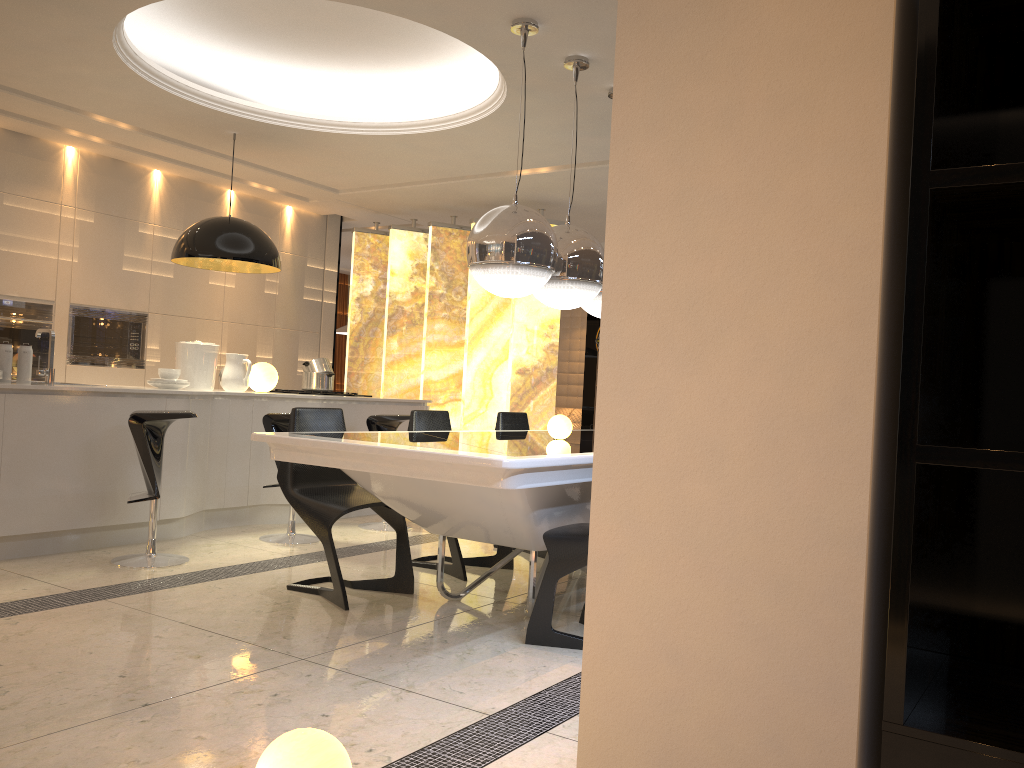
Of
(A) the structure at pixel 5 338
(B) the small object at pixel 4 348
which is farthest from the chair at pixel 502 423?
(A) the structure at pixel 5 338

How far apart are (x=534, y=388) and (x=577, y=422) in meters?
5.1 m

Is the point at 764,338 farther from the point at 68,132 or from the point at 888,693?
the point at 68,132

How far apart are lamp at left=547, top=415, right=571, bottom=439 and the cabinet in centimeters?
225cm

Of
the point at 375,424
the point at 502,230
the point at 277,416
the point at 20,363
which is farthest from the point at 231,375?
the point at 502,230

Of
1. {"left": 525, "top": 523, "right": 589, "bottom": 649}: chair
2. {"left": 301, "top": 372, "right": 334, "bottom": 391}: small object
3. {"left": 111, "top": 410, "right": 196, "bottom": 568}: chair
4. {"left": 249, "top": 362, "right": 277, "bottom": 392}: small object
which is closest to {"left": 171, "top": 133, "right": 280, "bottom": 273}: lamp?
{"left": 249, "top": 362, "right": 277, "bottom": 392}: small object

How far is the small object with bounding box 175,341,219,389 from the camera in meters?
5.9 m

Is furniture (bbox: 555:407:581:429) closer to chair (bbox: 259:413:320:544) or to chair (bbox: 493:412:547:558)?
chair (bbox: 493:412:547:558)

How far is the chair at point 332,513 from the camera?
3.9m

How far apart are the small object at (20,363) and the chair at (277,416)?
1.29m
